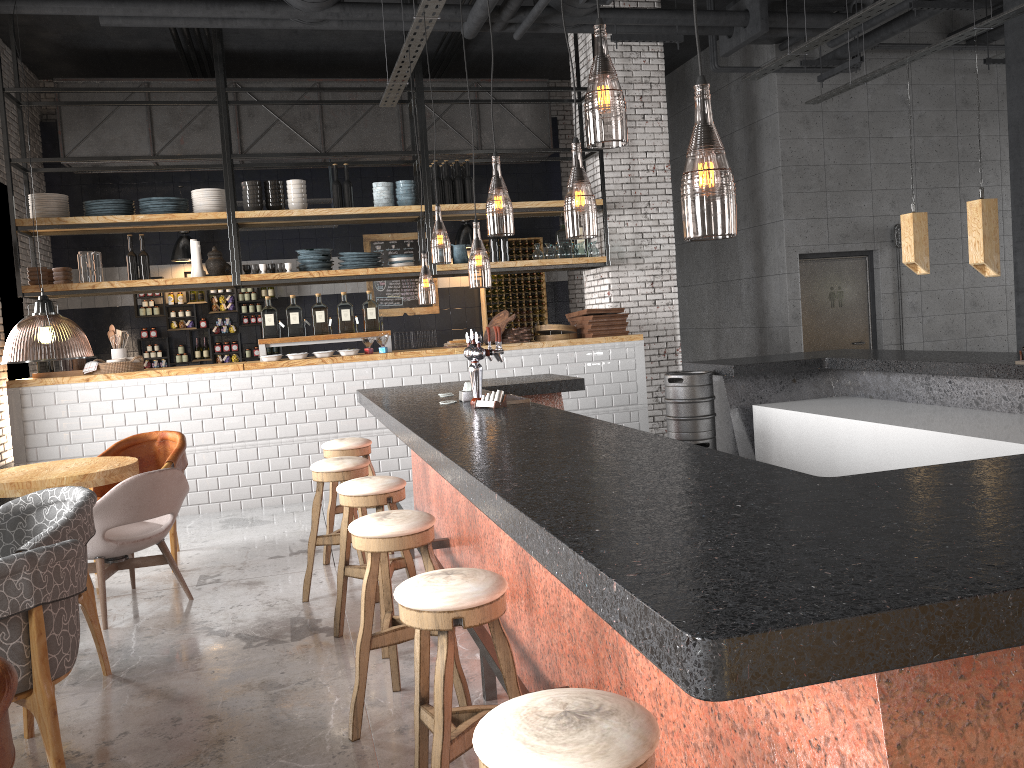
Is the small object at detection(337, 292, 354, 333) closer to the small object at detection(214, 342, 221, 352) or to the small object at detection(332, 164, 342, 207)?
the small object at detection(332, 164, 342, 207)

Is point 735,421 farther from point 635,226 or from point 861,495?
point 861,495

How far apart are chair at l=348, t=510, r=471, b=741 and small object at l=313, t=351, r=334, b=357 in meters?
4.9 m

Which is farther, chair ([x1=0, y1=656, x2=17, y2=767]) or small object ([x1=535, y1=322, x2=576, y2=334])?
small object ([x1=535, y1=322, x2=576, y2=334])

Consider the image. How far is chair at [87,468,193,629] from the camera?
4.8 meters

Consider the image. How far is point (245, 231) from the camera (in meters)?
11.70

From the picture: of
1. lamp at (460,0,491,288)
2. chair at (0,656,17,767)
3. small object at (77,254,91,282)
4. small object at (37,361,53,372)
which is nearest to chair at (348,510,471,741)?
chair at (0,656,17,767)

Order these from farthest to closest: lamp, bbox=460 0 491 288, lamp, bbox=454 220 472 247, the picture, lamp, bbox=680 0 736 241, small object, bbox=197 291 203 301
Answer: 1. the picture
2. lamp, bbox=454 220 472 247
3. small object, bbox=197 291 203 301
4. lamp, bbox=460 0 491 288
5. lamp, bbox=680 0 736 241

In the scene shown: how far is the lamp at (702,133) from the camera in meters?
6.0 m

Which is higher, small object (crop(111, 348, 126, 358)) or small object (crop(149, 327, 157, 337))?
small object (crop(149, 327, 157, 337))
